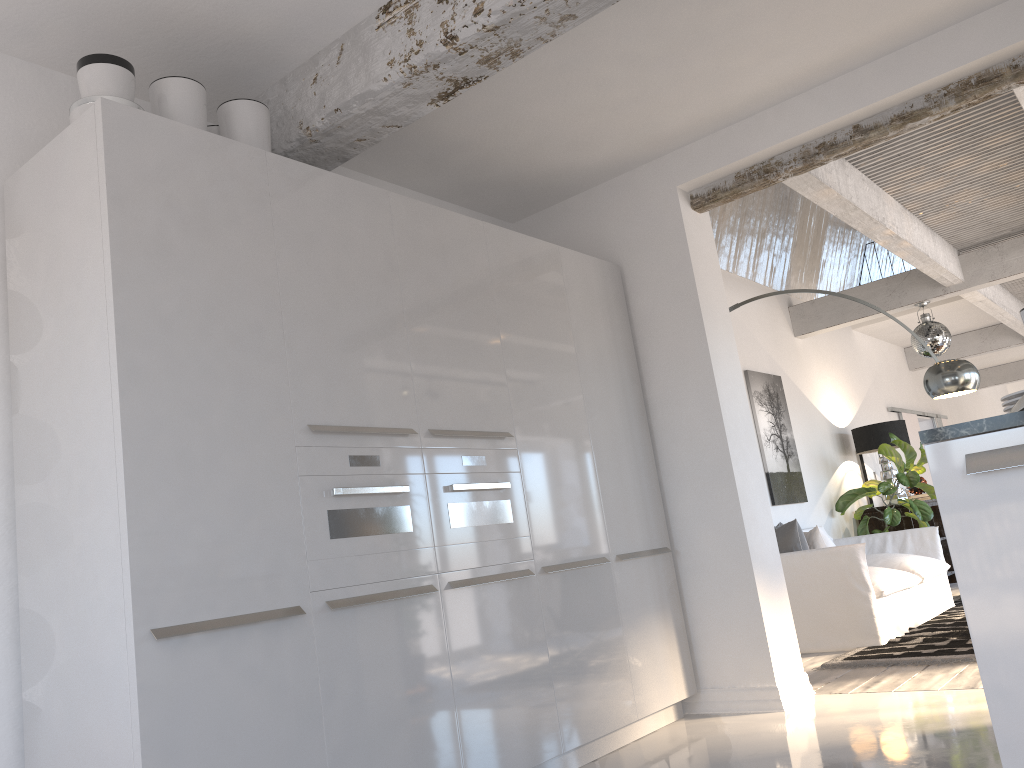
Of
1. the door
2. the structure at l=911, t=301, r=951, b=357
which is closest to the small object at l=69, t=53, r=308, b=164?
the structure at l=911, t=301, r=951, b=357

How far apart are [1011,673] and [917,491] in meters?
8.3

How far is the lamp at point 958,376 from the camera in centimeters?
536cm

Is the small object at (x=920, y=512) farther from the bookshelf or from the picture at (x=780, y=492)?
the picture at (x=780, y=492)

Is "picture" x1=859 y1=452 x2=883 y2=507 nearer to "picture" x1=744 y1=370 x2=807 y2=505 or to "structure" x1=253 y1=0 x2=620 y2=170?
"picture" x1=744 y1=370 x2=807 y2=505

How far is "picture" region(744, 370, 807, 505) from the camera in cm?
750

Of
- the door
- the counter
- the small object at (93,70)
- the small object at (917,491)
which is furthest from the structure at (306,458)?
the door

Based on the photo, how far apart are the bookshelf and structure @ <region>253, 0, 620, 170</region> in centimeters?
702cm

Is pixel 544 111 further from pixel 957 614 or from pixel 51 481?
pixel 957 614

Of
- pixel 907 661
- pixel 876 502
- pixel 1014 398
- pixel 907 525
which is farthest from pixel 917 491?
pixel 1014 398
